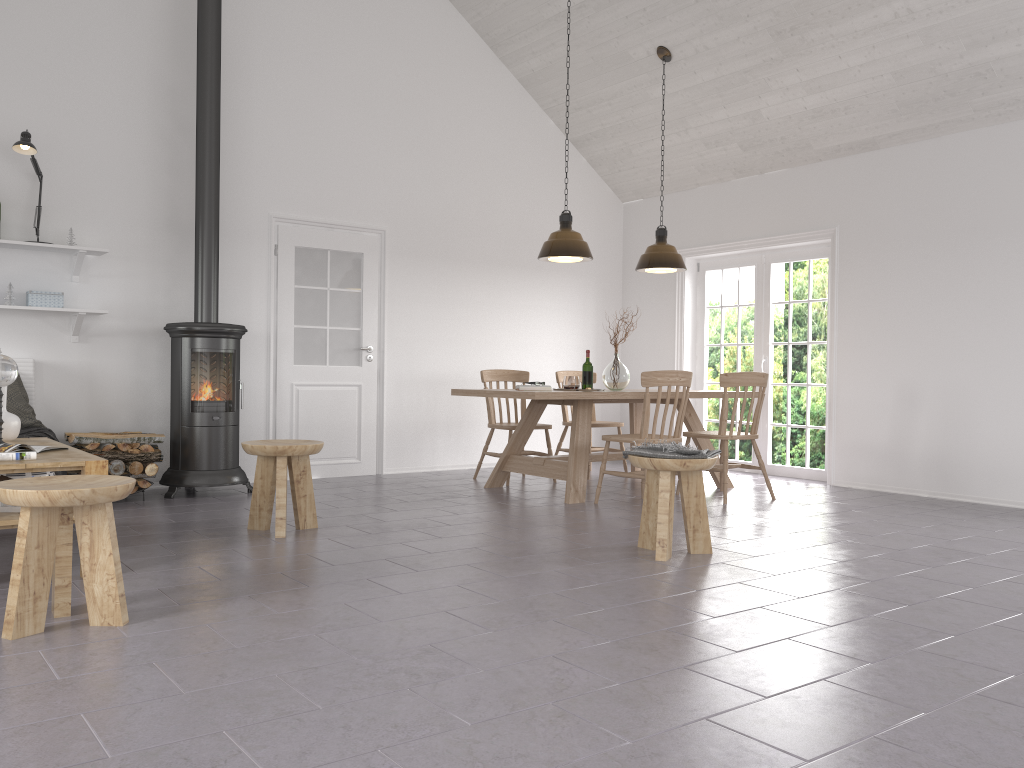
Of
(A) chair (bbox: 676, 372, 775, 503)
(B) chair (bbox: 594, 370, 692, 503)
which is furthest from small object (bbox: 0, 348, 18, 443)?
(A) chair (bbox: 676, 372, 775, 503)

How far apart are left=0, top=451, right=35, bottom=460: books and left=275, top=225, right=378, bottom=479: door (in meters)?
3.36

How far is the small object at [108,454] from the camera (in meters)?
5.65

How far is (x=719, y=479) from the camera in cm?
687

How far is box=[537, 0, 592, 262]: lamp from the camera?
6.33m

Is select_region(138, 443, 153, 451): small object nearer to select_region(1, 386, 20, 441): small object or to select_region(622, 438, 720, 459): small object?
select_region(1, 386, 20, 441): small object

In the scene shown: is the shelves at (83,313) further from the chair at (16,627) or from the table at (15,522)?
the chair at (16,627)

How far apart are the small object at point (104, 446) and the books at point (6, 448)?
1.8m

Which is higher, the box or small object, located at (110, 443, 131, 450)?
the box

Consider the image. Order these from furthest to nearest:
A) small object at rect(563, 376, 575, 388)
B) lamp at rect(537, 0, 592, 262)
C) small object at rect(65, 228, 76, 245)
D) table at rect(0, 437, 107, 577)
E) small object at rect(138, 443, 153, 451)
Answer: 1. small object at rect(563, 376, 575, 388)
2. lamp at rect(537, 0, 592, 262)
3. small object at rect(65, 228, 76, 245)
4. small object at rect(138, 443, 153, 451)
5. table at rect(0, 437, 107, 577)
